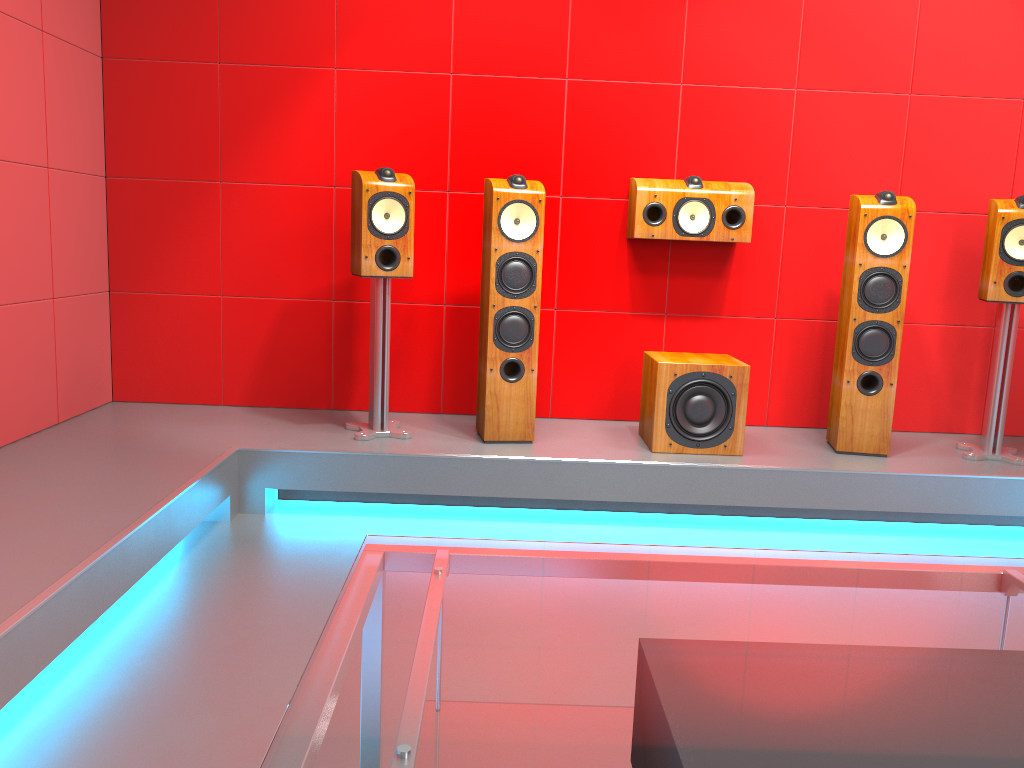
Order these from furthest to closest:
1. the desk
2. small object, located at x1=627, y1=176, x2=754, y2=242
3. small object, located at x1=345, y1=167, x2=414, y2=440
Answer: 1. small object, located at x1=627, y1=176, x2=754, y2=242
2. small object, located at x1=345, y1=167, x2=414, y2=440
3. the desk

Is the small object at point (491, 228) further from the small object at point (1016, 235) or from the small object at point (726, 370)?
the small object at point (1016, 235)

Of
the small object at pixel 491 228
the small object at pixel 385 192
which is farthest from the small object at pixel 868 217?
the small object at pixel 385 192

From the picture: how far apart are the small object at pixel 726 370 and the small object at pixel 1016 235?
1.0 meters

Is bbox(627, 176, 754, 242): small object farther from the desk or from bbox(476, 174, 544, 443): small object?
the desk

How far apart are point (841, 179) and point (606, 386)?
1.38m

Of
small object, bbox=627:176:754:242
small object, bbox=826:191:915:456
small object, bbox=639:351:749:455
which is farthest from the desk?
small object, bbox=627:176:754:242

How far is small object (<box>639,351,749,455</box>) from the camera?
3.4m

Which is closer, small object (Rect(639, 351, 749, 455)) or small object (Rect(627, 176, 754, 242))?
small object (Rect(639, 351, 749, 455))

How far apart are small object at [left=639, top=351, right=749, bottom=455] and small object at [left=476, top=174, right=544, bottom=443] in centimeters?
47cm
